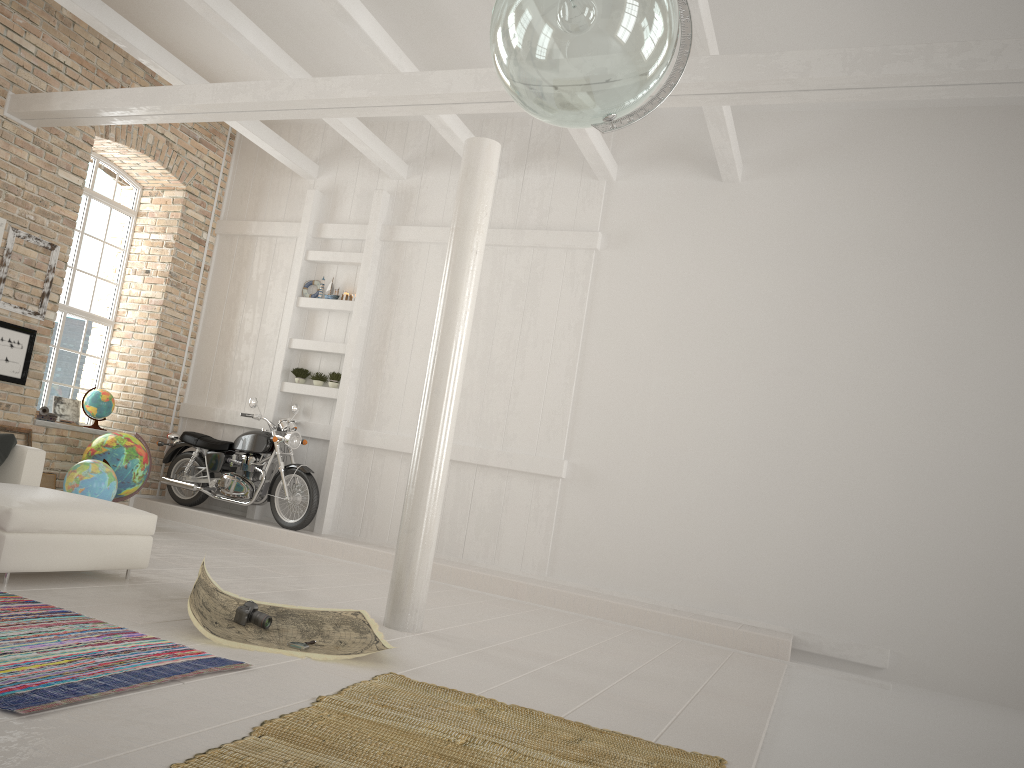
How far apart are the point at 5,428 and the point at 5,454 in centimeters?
256cm

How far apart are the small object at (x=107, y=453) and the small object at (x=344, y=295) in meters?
2.6

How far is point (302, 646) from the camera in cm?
417

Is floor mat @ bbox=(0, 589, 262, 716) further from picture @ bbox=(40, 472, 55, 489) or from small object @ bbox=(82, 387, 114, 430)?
small object @ bbox=(82, 387, 114, 430)

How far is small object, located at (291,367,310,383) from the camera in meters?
9.7

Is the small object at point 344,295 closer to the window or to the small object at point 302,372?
the small object at point 302,372

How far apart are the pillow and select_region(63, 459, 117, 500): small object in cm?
152

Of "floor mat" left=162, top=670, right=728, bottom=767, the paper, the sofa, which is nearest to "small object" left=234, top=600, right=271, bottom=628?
the paper

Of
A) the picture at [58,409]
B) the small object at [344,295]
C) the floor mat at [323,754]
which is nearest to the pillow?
the floor mat at [323,754]

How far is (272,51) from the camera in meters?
7.6
